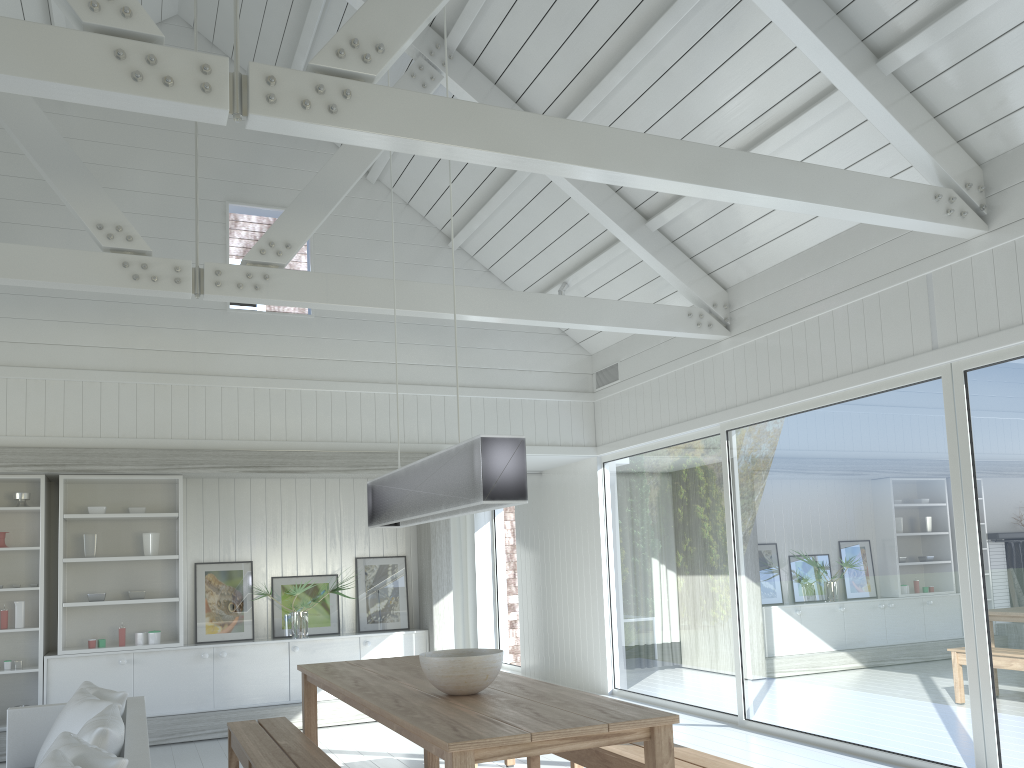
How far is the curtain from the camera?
9.47m

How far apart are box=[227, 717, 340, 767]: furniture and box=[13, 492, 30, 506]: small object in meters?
3.2 m

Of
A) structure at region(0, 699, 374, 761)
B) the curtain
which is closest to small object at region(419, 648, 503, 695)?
structure at region(0, 699, 374, 761)

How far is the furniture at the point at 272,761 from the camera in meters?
4.0 m

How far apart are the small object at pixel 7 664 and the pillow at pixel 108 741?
2.07m

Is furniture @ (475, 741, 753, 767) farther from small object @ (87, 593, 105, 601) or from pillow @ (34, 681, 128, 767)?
small object @ (87, 593, 105, 601)

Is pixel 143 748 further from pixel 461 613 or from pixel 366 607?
pixel 461 613

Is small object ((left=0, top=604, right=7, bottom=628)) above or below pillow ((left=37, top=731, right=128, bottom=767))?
above

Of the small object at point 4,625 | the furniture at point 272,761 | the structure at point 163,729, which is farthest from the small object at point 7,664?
the furniture at point 272,761

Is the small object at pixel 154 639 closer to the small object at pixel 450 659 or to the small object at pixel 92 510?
the small object at pixel 92 510
